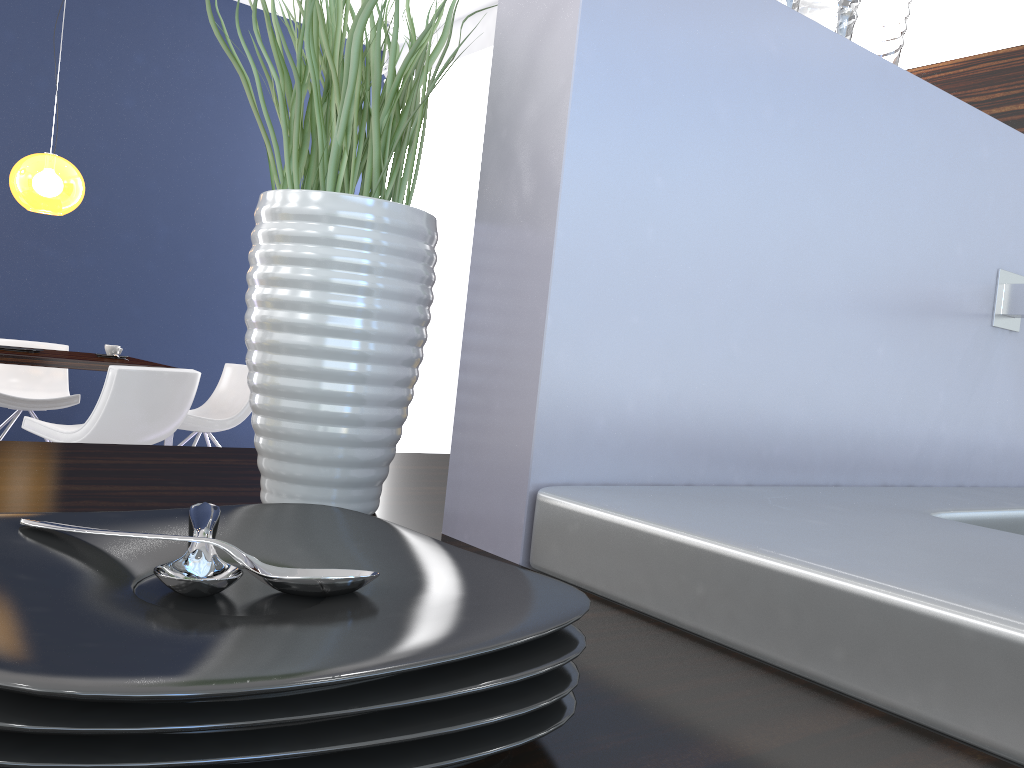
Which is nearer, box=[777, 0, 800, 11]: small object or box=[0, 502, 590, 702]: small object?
box=[0, 502, 590, 702]: small object

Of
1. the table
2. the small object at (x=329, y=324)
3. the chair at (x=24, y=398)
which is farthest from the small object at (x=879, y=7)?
the chair at (x=24, y=398)

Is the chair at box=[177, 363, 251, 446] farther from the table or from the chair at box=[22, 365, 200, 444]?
the chair at box=[22, 365, 200, 444]

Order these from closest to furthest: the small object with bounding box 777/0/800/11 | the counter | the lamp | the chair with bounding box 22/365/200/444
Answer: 1. the counter
2. the small object with bounding box 777/0/800/11
3. the chair with bounding box 22/365/200/444
4. the lamp

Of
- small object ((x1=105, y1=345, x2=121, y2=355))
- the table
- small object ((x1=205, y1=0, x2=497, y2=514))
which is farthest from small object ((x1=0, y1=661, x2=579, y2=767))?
small object ((x1=105, y1=345, x2=121, y2=355))

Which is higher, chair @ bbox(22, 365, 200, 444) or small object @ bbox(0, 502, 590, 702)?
small object @ bbox(0, 502, 590, 702)

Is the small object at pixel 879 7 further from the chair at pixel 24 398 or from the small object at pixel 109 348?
the chair at pixel 24 398

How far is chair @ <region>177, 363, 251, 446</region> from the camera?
5.10m

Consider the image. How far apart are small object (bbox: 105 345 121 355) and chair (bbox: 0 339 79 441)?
0.7 meters

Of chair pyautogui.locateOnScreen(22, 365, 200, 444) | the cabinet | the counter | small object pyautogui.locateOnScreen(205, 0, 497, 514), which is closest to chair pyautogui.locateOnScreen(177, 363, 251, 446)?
chair pyautogui.locateOnScreen(22, 365, 200, 444)
